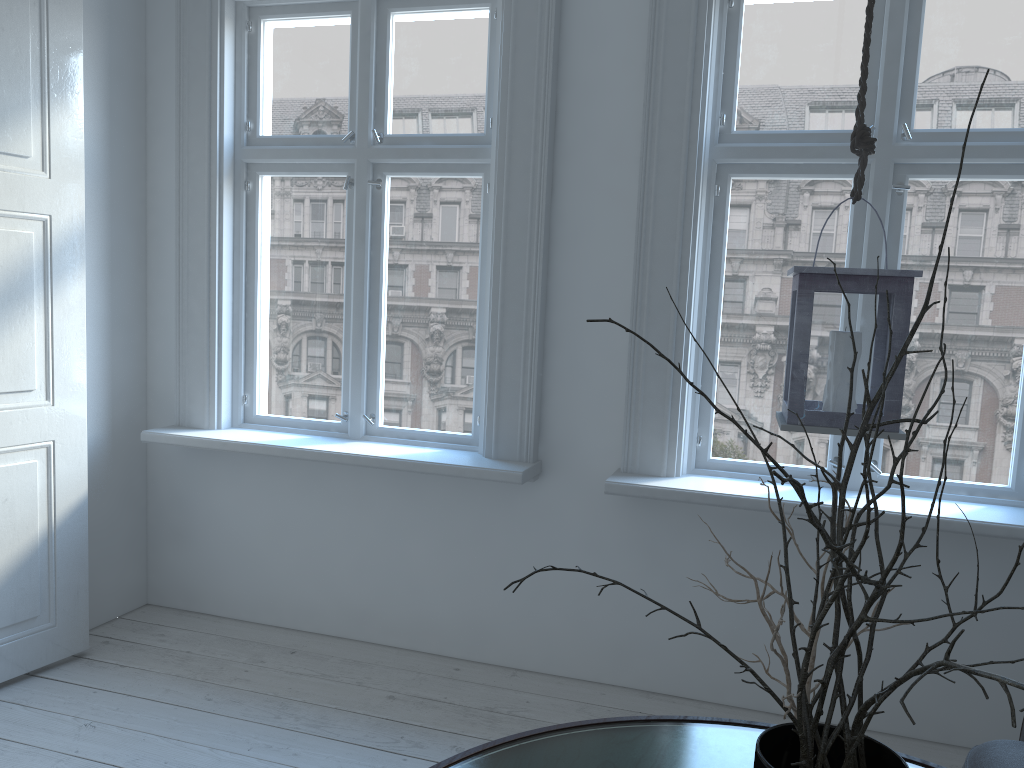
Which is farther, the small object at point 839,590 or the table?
the table

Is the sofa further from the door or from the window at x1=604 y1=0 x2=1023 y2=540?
the door

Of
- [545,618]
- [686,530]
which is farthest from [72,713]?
[686,530]

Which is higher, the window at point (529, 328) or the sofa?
the window at point (529, 328)

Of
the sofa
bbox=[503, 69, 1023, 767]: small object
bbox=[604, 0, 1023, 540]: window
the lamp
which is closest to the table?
the sofa

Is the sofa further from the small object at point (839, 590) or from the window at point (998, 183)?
the small object at point (839, 590)

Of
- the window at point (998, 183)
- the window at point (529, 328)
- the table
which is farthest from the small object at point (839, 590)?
the window at point (529, 328)

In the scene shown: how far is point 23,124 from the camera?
2.7 meters

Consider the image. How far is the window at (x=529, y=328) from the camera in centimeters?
293cm

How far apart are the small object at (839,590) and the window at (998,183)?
1.45m
